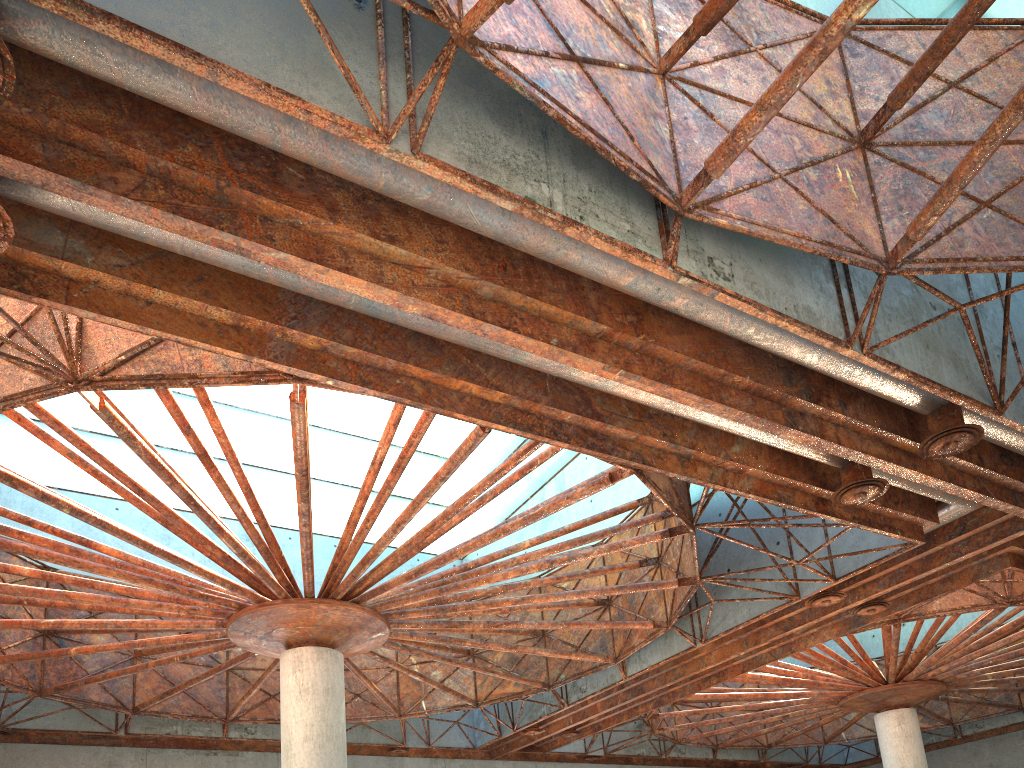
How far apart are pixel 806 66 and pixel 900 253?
4.4 meters
